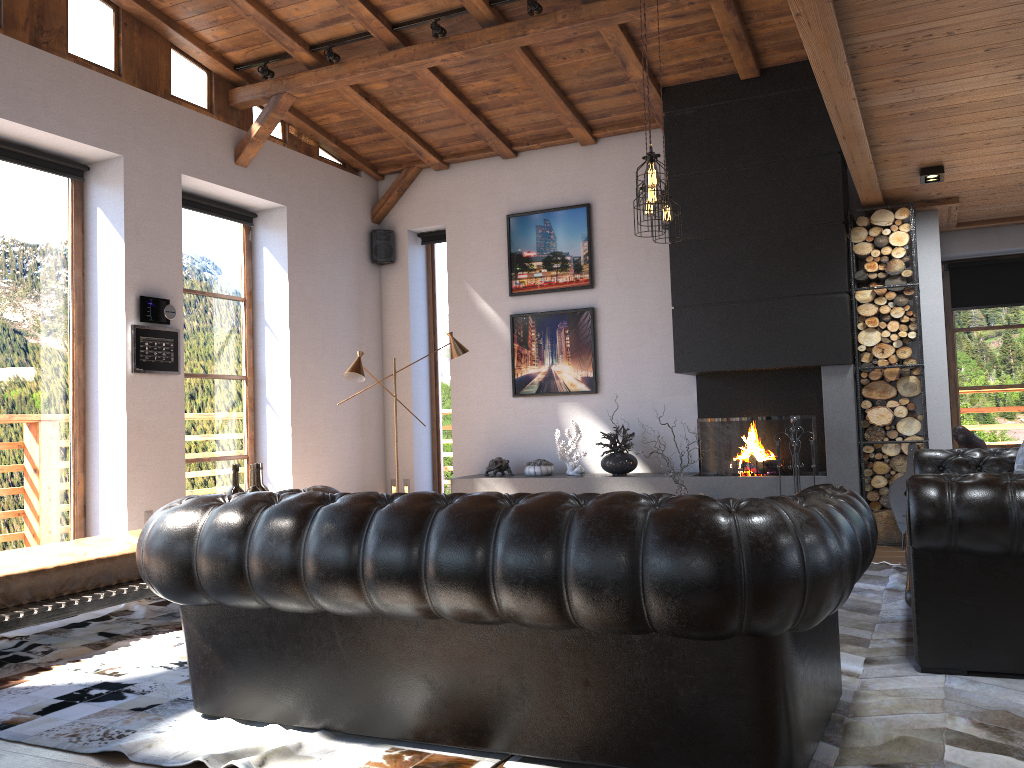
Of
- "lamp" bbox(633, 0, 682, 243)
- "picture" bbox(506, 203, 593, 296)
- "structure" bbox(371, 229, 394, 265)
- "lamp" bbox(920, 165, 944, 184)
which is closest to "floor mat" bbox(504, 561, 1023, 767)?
"lamp" bbox(633, 0, 682, 243)

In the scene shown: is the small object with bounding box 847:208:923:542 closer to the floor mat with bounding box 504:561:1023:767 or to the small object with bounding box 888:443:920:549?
the small object with bounding box 888:443:920:549

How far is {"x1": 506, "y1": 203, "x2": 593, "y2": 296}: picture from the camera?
8.4 meters

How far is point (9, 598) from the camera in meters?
4.2 m

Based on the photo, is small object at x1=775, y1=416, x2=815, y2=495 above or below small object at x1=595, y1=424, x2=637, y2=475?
above

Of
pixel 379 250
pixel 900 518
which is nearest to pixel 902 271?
pixel 900 518

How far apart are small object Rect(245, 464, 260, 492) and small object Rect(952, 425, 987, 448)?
4.4 meters

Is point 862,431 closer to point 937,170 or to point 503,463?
point 937,170

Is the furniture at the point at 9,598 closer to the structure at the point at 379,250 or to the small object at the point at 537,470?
the small object at the point at 537,470

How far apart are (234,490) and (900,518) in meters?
4.9 m
